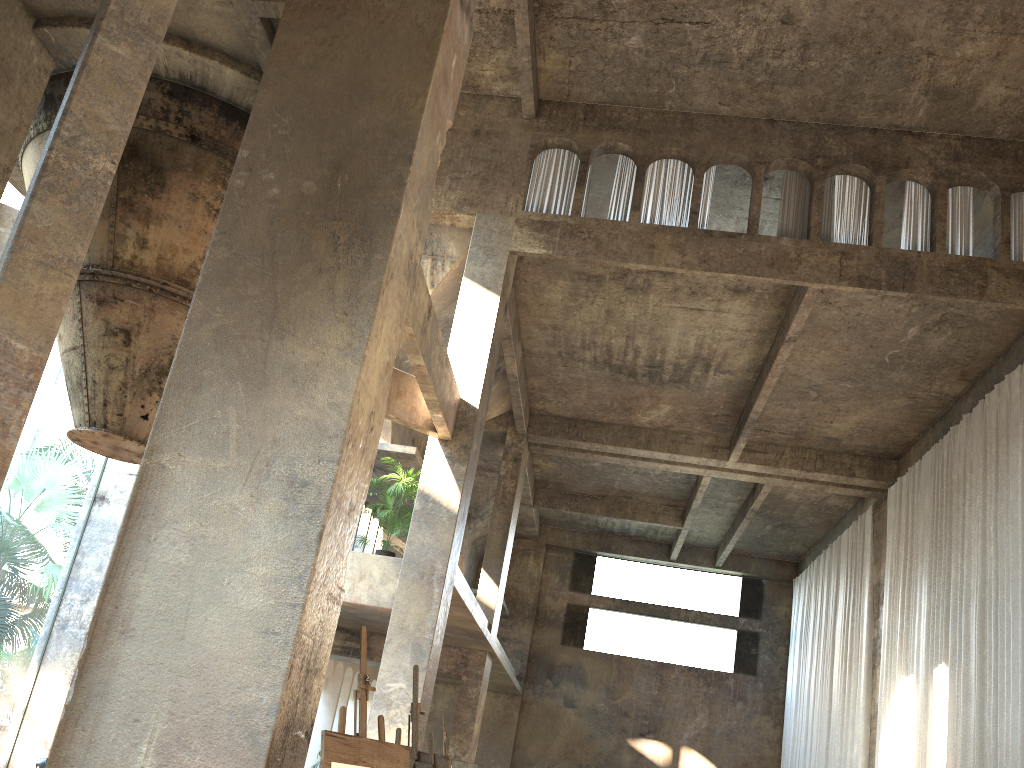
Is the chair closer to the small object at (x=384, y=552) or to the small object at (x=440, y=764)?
the small object at (x=440, y=764)

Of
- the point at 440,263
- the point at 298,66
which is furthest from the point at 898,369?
the point at 298,66

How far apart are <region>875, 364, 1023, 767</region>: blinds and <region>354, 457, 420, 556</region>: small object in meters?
8.5 m

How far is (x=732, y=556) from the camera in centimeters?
2761cm

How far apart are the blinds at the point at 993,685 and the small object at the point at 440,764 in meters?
9.0 m

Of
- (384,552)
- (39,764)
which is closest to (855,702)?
(384,552)

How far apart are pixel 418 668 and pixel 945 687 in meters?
11.3 m

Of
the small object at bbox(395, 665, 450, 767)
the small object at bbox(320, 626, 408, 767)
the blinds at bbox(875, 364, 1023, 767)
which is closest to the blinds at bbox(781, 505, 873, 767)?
the blinds at bbox(875, 364, 1023, 767)

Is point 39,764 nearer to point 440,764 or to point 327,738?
point 440,764

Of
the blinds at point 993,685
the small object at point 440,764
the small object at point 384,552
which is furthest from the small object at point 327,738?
the blinds at point 993,685
